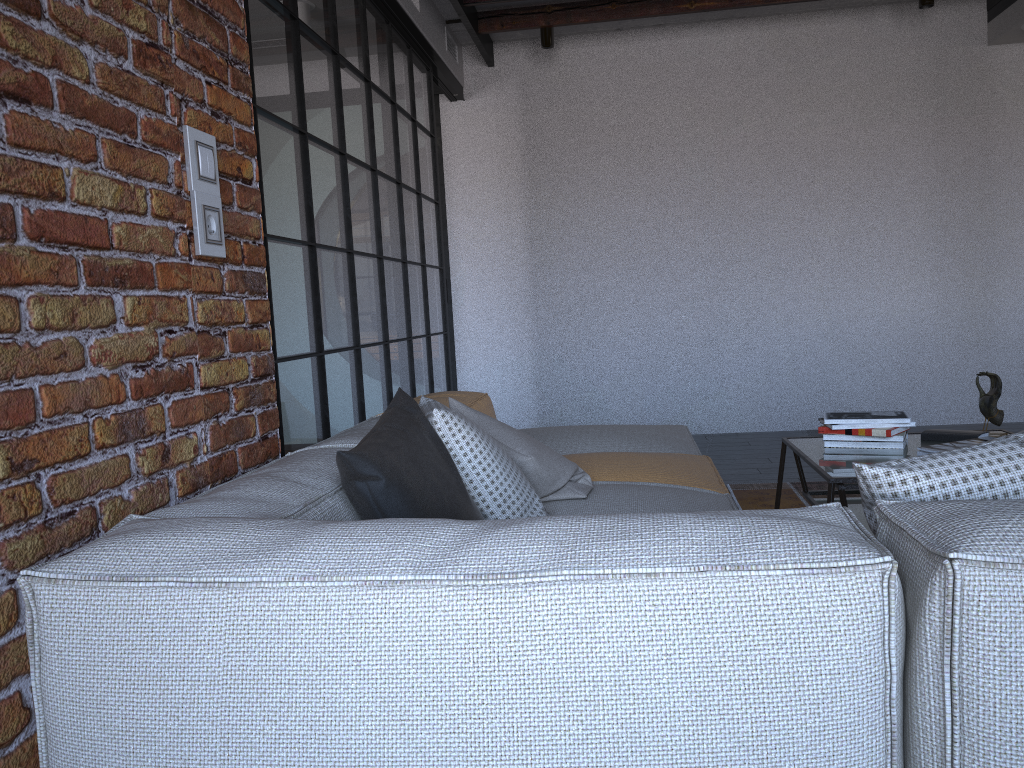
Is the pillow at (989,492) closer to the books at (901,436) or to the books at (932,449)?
the books at (932,449)

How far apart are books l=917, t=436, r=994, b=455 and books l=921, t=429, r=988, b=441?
0.2 meters

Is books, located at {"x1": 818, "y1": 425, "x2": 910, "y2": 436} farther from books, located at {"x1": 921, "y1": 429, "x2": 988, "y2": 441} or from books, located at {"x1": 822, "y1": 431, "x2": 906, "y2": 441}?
books, located at {"x1": 921, "y1": 429, "x2": 988, "y2": 441}

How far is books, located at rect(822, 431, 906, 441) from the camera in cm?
287

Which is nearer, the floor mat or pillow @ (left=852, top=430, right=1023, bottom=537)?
pillow @ (left=852, top=430, right=1023, bottom=537)

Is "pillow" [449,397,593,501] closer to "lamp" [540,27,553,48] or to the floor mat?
the floor mat

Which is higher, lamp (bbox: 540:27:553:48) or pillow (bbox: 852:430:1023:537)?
lamp (bbox: 540:27:553:48)

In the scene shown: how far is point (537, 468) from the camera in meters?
2.2

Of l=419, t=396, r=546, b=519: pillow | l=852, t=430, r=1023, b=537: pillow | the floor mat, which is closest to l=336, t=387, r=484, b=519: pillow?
l=419, t=396, r=546, b=519: pillow

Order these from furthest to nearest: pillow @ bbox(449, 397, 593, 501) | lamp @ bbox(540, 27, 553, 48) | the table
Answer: lamp @ bbox(540, 27, 553, 48) < the table < pillow @ bbox(449, 397, 593, 501)
